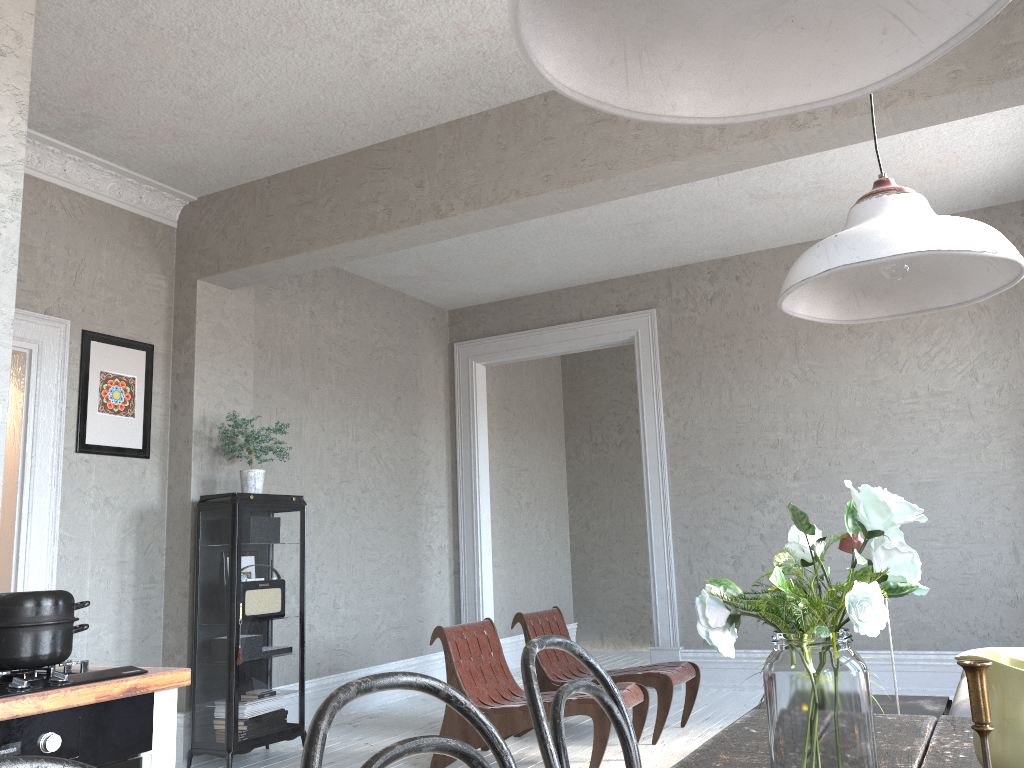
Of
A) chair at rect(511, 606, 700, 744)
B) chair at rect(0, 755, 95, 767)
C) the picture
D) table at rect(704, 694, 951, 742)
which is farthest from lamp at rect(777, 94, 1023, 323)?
the picture

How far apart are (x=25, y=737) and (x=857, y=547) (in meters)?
2.97

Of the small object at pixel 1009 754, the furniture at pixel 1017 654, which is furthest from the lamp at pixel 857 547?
the small object at pixel 1009 754

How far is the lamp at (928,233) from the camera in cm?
126

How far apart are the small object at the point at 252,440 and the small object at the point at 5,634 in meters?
3.3 m

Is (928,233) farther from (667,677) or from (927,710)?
(667,677)

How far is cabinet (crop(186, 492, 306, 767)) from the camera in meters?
4.8

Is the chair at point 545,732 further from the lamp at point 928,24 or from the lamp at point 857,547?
the lamp at point 857,547

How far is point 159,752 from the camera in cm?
187

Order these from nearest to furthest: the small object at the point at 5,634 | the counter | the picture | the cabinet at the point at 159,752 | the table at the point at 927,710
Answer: the counter → the small object at the point at 5,634 → the cabinet at the point at 159,752 → the table at the point at 927,710 → the picture
